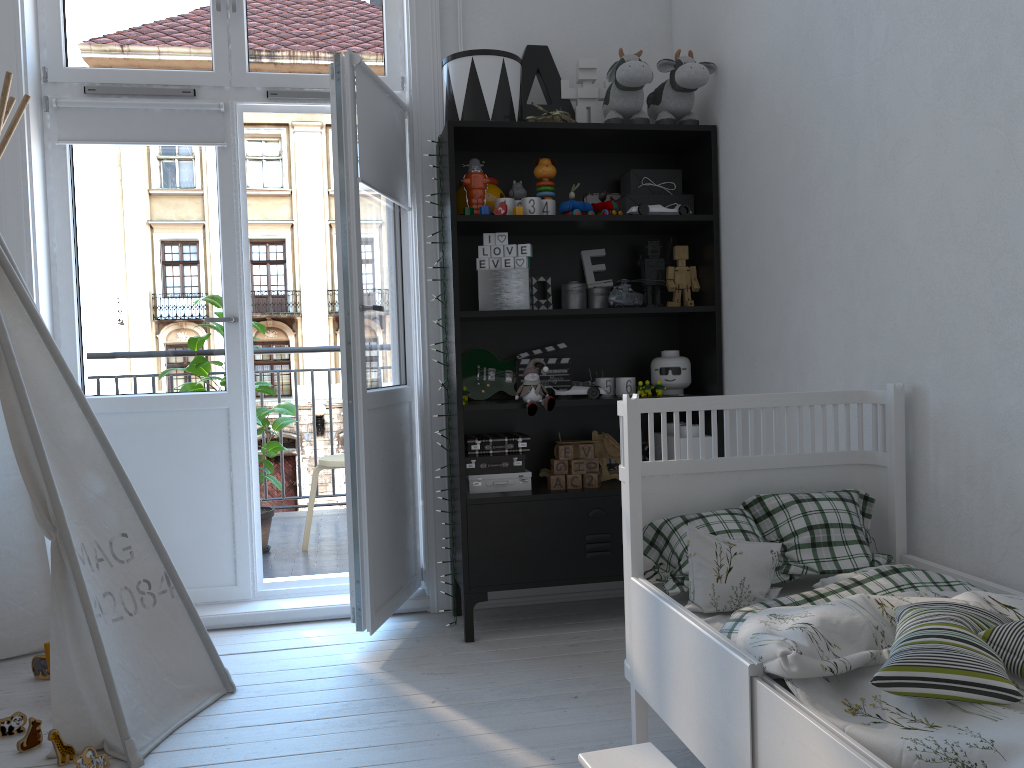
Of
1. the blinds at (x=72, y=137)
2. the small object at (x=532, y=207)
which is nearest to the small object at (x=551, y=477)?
the small object at (x=532, y=207)

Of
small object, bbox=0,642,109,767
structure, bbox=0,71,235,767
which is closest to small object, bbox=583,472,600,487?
structure, bbox=0,71,235,767

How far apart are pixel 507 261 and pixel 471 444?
0.6 meters

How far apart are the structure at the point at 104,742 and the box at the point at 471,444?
1.0m

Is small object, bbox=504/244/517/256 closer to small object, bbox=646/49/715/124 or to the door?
the door

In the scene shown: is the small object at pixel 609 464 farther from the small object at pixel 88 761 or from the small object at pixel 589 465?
the small object at pixel 88 761

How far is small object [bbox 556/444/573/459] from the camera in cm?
300

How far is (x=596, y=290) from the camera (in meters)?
3.16

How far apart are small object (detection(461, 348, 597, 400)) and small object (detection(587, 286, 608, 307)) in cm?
35

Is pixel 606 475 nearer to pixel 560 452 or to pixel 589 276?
pixel 560 452
